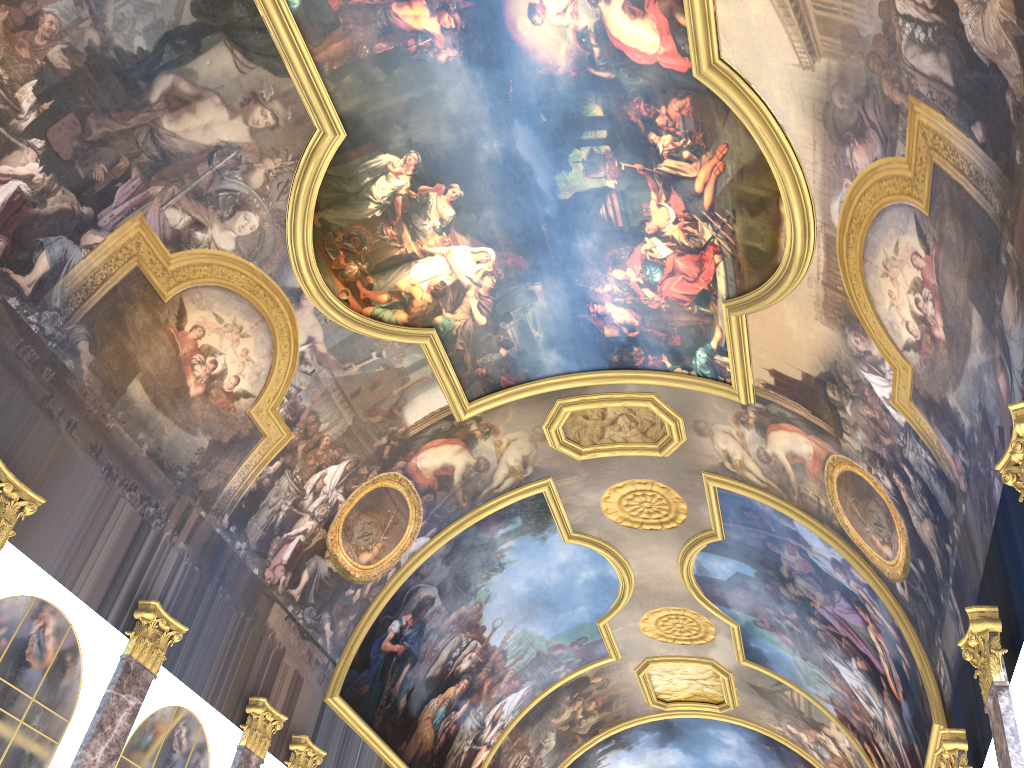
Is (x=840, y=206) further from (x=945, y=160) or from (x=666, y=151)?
(x=666, y=151)

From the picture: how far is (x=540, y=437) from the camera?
19.08m
